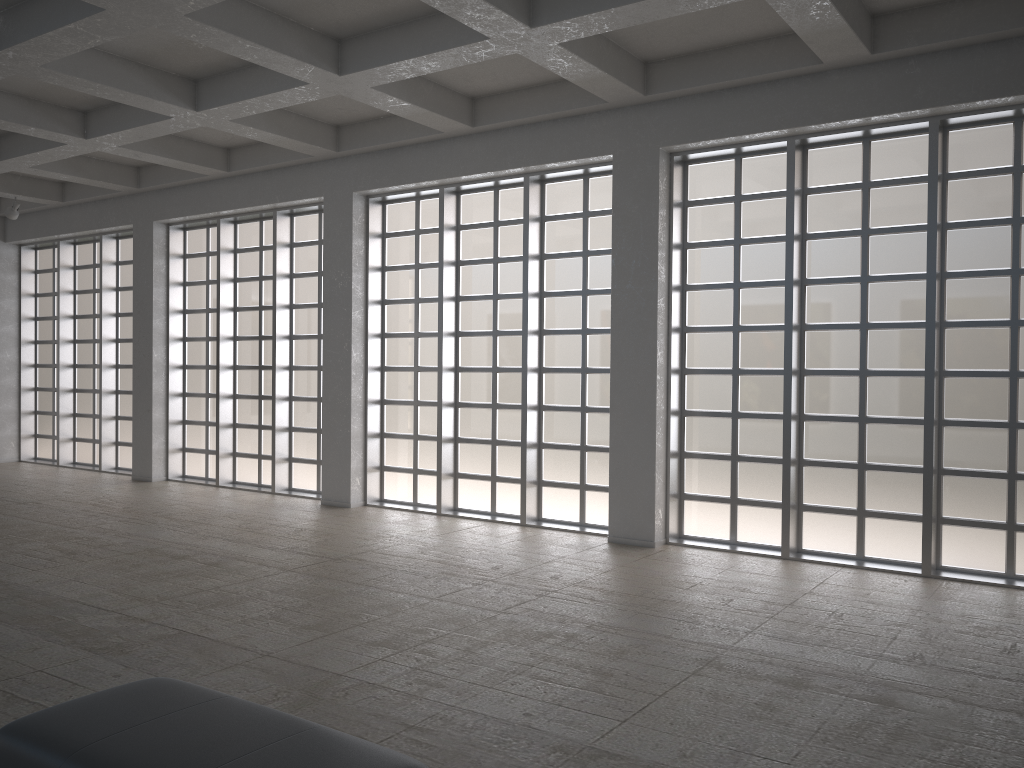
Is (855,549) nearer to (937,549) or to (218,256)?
(937,549)
